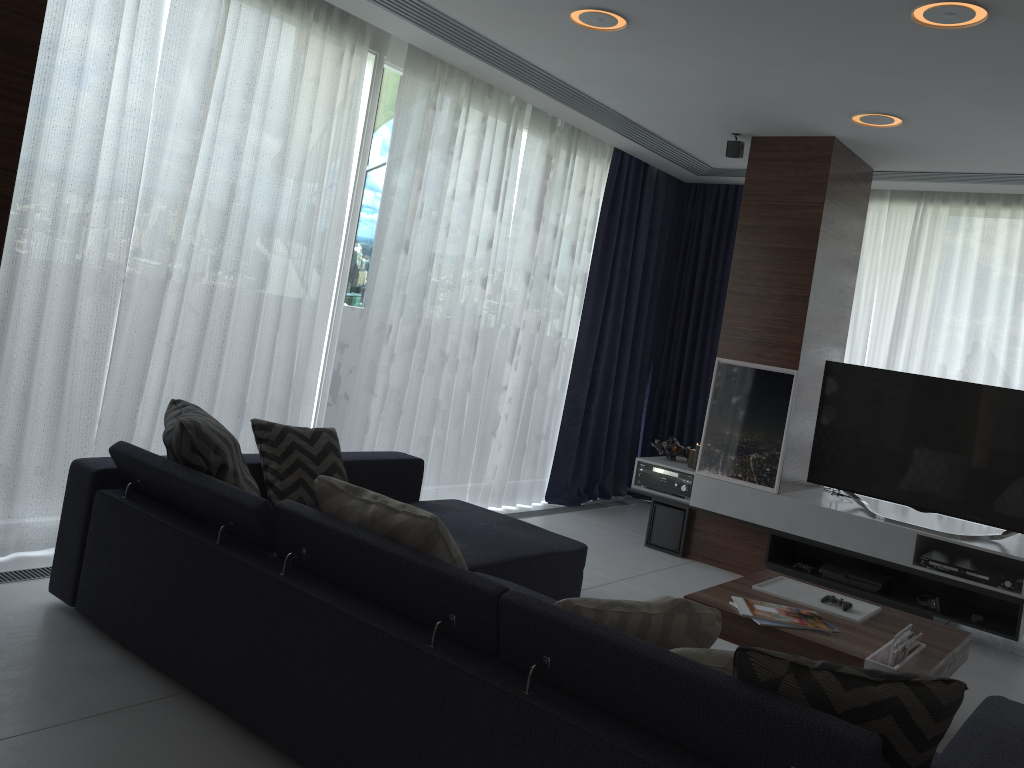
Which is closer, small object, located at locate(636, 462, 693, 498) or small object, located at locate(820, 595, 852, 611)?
small object, located at locate(820, 595, 852, 611)

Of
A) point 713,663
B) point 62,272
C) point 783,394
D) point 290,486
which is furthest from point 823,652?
point 62,272

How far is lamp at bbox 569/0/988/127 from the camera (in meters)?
3.02

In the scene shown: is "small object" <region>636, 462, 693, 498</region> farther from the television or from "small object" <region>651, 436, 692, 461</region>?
the television

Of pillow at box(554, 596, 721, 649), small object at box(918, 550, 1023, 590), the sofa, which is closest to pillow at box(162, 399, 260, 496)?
the sofa

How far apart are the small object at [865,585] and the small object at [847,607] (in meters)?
1.40

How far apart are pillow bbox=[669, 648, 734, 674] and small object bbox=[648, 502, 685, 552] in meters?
3.5 m

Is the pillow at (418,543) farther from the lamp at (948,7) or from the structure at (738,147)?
the structure at (738,147)

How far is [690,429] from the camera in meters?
6.9 m

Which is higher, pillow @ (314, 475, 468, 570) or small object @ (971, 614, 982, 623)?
pillow @ (314, 475, 468, 570)
